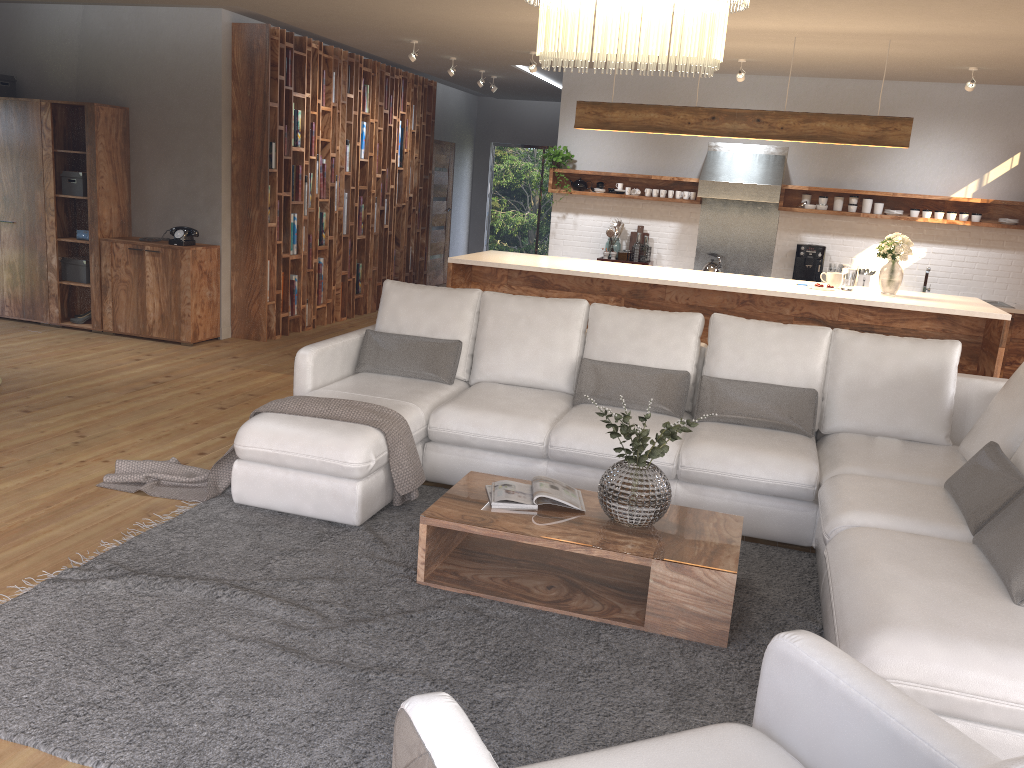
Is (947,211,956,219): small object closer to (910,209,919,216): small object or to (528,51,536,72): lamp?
(910,209,919,216): small object

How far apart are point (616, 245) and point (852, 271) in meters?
3.2 m

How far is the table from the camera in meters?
3.2

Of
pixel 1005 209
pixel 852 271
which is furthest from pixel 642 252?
pixel 1005 209

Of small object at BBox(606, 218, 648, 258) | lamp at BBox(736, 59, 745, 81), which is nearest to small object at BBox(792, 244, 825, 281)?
small object at BBox(606, 218, 648, 258)

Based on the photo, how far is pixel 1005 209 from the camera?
8.47m

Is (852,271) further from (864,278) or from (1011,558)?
(1011,558)

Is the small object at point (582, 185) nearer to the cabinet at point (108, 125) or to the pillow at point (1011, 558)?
the cabinet at point (108, 125)

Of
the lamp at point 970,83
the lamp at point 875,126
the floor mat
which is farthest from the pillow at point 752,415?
the lamp at point 970,83

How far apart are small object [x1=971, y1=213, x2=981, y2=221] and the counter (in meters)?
0.91
